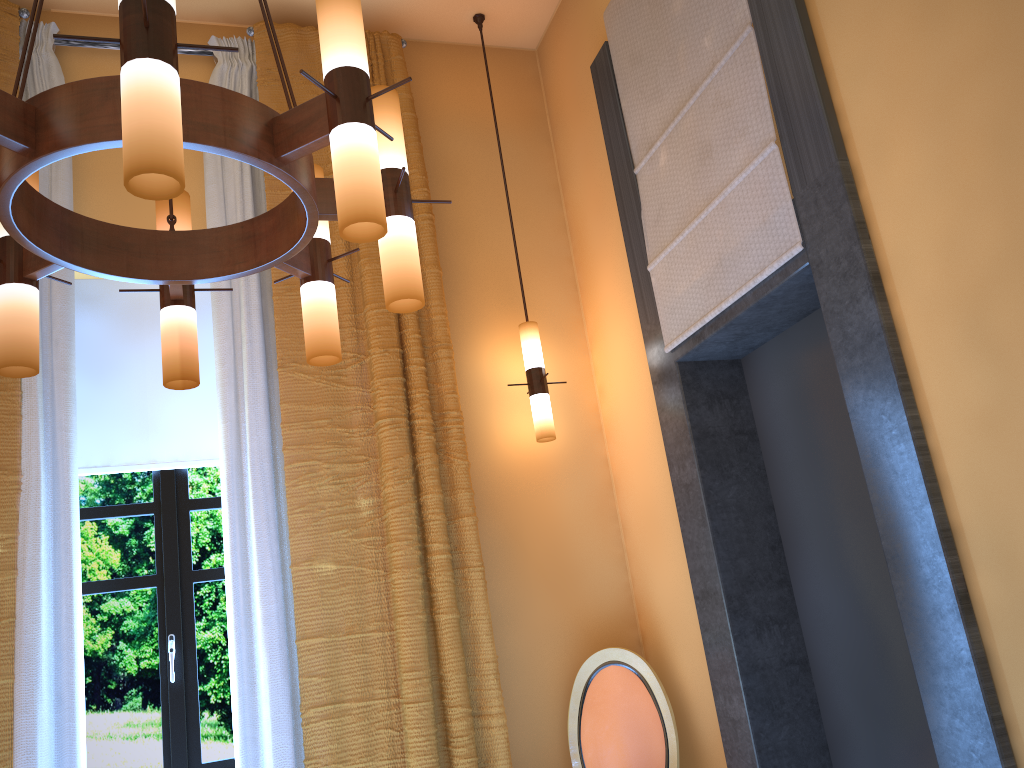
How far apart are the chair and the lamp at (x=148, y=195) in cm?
197

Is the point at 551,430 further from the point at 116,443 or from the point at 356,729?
the point at 116,443

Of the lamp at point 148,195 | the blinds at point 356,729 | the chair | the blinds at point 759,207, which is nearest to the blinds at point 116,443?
the blinds at point 356,729

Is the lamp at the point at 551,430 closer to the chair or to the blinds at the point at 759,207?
the blinds at the point at 759,207

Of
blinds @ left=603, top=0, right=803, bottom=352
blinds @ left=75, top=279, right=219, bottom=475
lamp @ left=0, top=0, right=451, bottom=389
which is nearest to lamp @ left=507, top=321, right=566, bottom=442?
blinds @ left=603, top=0, right=803, bottom=352

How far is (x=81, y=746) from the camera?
3.06m

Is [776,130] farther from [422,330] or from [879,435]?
[422,330]

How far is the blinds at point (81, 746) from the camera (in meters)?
3.06

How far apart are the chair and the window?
1.3 meters

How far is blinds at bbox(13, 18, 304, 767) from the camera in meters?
3.1 m
